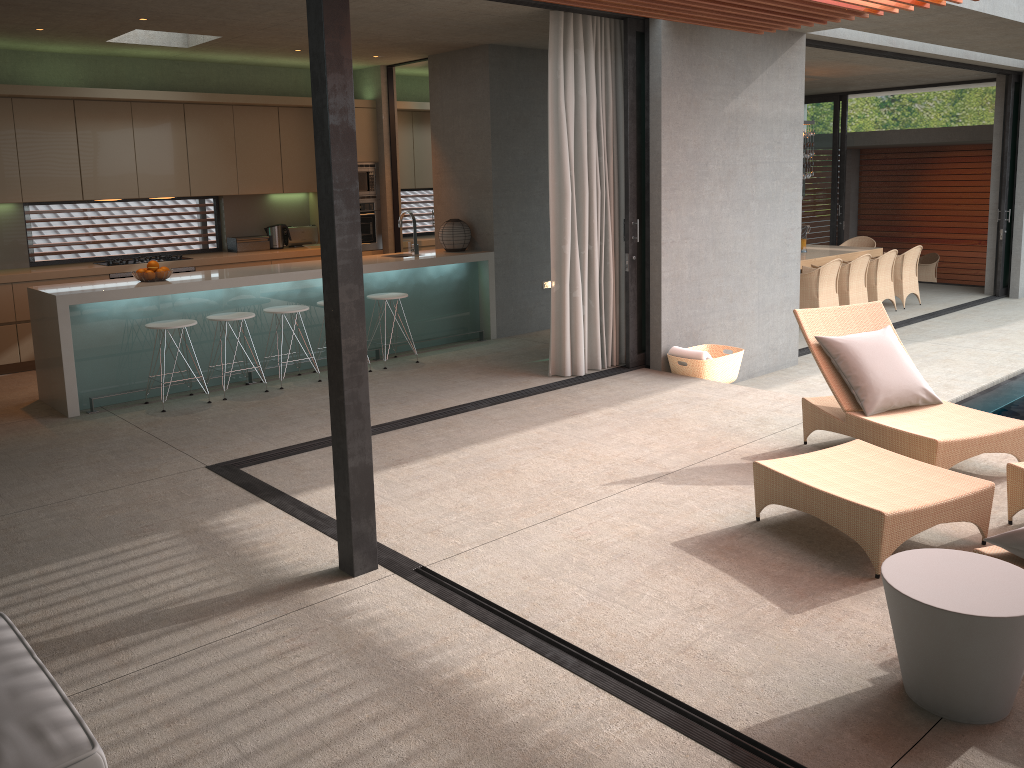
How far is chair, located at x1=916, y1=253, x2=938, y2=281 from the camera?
16.59m

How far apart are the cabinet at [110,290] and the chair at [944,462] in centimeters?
399cm

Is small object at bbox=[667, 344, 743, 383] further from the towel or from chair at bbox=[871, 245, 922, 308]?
chair at bbox=[871, 245, 922, 308]

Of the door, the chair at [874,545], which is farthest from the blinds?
the door

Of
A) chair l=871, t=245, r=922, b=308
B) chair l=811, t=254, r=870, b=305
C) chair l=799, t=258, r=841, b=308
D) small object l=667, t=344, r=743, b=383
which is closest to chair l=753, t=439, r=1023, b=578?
small object l=667, t=344, r=743, b=383

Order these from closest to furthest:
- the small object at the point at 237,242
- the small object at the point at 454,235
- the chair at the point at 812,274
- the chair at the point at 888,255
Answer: the small object at the point at 454,235
the small object at the point at 237,242
the chair at the point at 812,274
the chair at the point at 888,255

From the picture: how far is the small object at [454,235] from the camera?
8.9m

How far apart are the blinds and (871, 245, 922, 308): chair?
6.2 meters

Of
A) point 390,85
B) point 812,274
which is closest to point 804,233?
point 812,274

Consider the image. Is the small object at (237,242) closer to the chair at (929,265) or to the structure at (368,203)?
the structure at (368,203)
